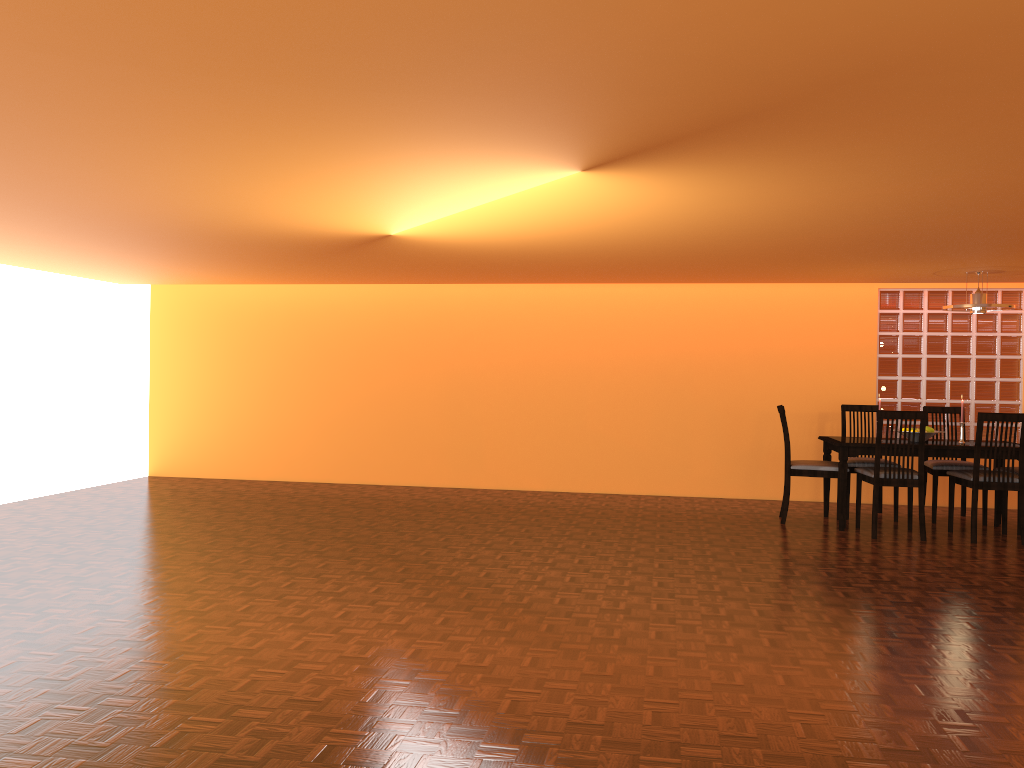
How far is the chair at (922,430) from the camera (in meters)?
5.45

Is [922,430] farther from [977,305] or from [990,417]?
[977,305]

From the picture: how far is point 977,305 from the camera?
5.71m

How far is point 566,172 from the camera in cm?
318

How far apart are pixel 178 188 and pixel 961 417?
5.06m

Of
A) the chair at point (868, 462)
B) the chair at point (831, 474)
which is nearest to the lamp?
the chair at point (868, 462)

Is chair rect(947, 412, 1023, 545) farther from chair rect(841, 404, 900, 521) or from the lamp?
the lamp

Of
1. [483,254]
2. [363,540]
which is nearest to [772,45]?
[483,254]

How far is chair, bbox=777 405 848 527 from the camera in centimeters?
593cm

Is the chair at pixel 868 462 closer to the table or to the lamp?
the table
